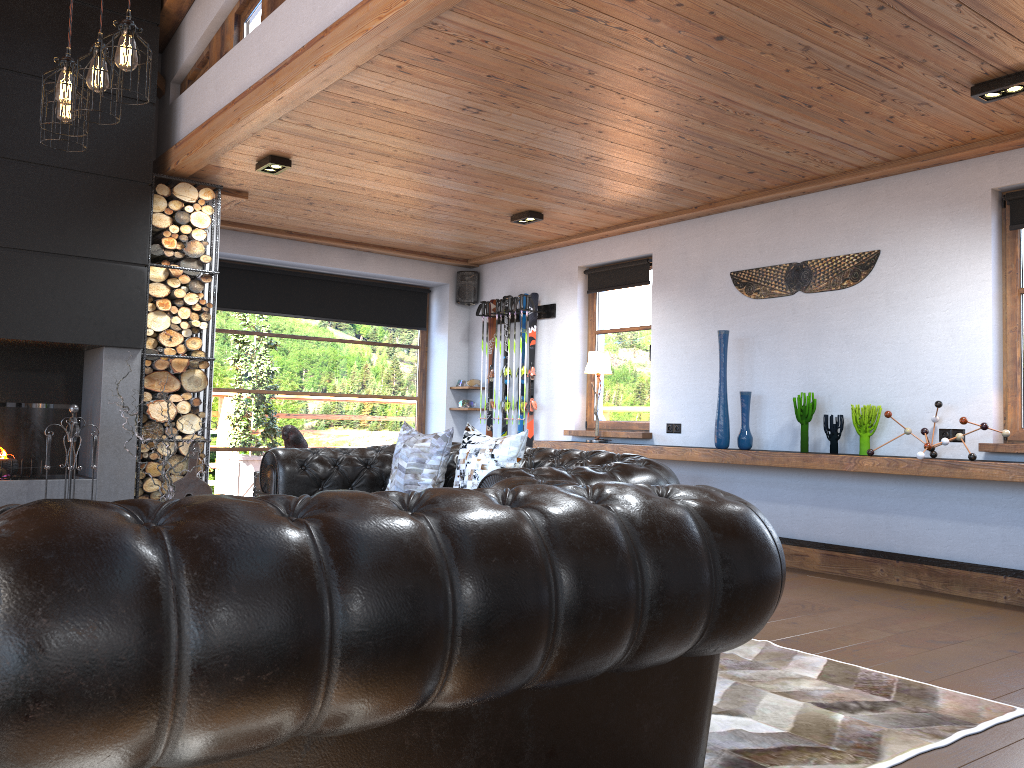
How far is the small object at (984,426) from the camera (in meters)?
4.96

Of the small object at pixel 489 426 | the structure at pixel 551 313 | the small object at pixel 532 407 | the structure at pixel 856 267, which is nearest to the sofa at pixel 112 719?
the structure at pixel 856 267

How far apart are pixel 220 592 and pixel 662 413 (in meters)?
6.29

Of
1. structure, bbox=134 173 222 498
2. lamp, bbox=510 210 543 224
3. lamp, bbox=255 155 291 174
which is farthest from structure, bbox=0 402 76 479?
lamp, bbox=510 210 543 224

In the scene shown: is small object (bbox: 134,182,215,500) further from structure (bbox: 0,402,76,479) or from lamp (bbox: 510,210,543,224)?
lamp (bbox: 510,210,543,224)

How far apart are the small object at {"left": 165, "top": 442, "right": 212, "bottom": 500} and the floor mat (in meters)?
3.88

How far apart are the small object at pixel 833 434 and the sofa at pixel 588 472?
2.2m

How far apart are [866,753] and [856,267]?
3.99m

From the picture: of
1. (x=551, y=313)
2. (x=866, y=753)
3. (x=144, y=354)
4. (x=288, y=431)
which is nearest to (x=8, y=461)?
(x=144, y=354)

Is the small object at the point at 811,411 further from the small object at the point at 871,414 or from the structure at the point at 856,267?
the structure at the point at 856,267
